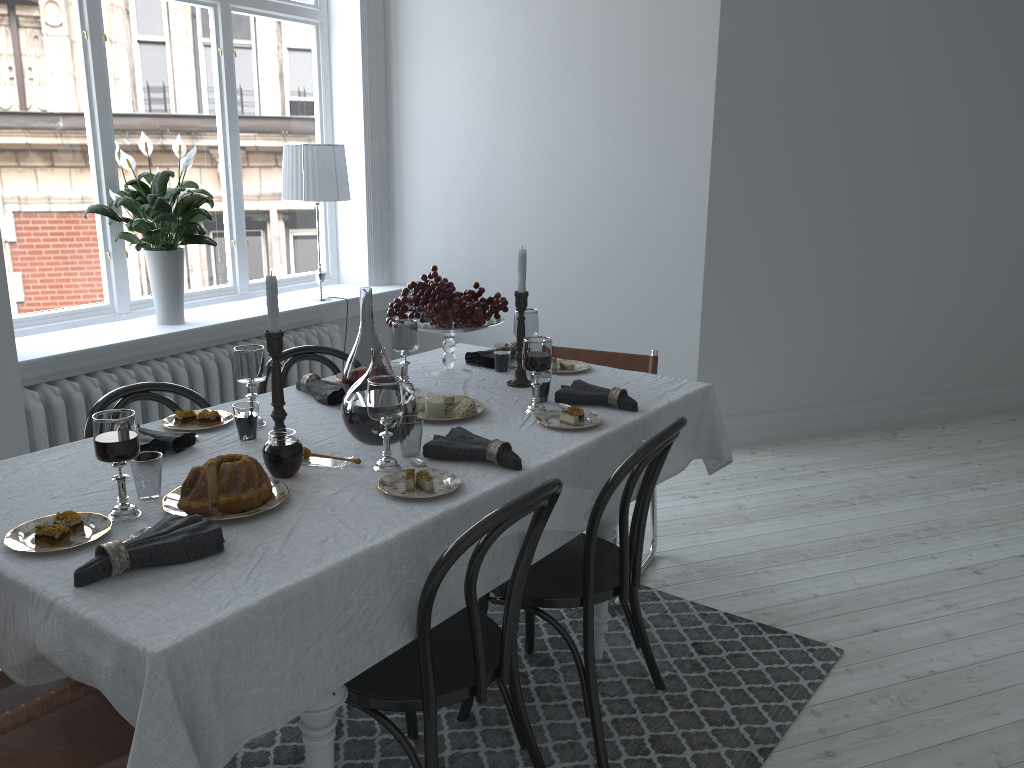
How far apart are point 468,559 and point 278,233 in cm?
323

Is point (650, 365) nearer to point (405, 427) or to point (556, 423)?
point (556, 423)

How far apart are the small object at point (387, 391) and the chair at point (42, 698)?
0.7m

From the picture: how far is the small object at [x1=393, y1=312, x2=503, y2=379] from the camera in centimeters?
291cm

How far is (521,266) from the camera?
2.7m

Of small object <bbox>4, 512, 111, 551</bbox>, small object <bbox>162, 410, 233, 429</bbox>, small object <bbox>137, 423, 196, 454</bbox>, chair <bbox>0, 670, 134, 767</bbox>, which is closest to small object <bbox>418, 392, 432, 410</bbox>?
small object <bbox>162, 410, 233, 429</bbox>

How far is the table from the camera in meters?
1.4

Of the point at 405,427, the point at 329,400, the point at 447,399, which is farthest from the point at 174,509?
the point at 447,399

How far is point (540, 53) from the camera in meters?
A: 4.5 m

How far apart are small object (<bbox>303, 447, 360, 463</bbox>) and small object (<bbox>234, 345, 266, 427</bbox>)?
0.3m
